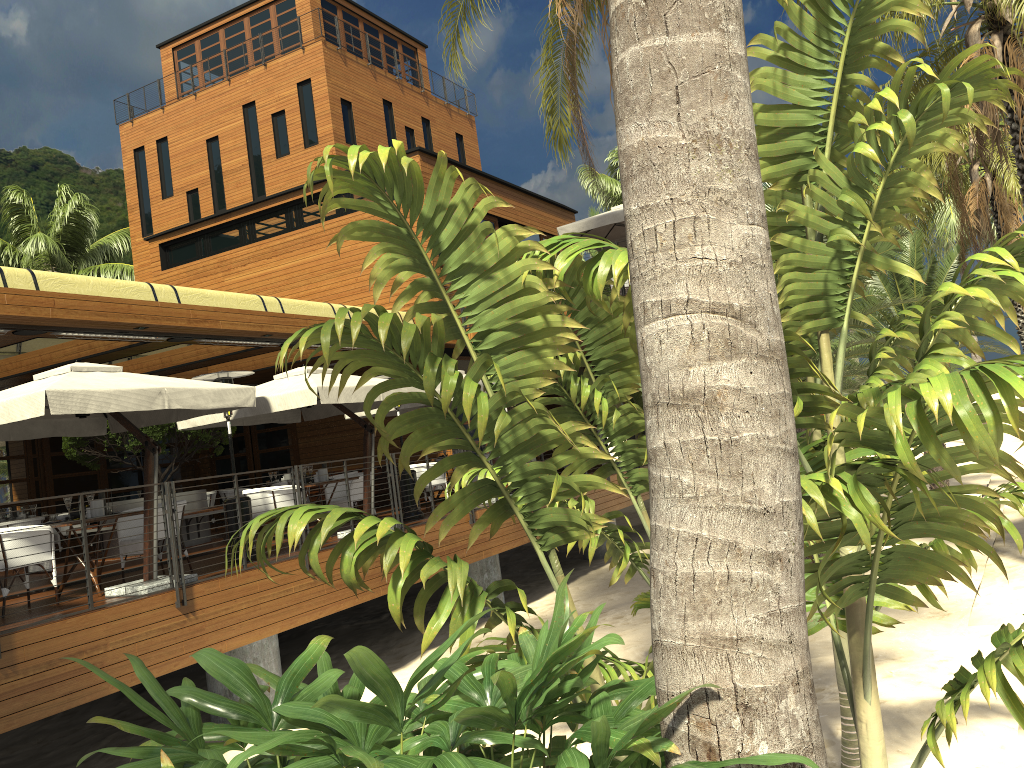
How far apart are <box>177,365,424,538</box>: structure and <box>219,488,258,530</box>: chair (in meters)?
2.93

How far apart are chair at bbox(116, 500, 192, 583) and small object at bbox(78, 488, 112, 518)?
0.67m

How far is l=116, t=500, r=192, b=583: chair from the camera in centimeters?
928cm

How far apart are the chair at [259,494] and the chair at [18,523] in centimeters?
485cm

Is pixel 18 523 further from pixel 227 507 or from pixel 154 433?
pixel 227 507

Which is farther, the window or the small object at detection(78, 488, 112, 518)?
the window

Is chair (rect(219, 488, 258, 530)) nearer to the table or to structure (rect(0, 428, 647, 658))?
structure (rect(0, 428, 647, 658))

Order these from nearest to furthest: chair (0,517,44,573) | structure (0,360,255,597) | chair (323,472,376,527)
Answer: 1. structure (0,360,255,597)
2. chair (323,472,376,527)
3. chair (0,517,44,573)

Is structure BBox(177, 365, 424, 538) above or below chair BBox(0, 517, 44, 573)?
above

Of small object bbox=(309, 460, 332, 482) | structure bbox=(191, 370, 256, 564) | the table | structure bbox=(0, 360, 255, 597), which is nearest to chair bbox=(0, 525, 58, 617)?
the table
